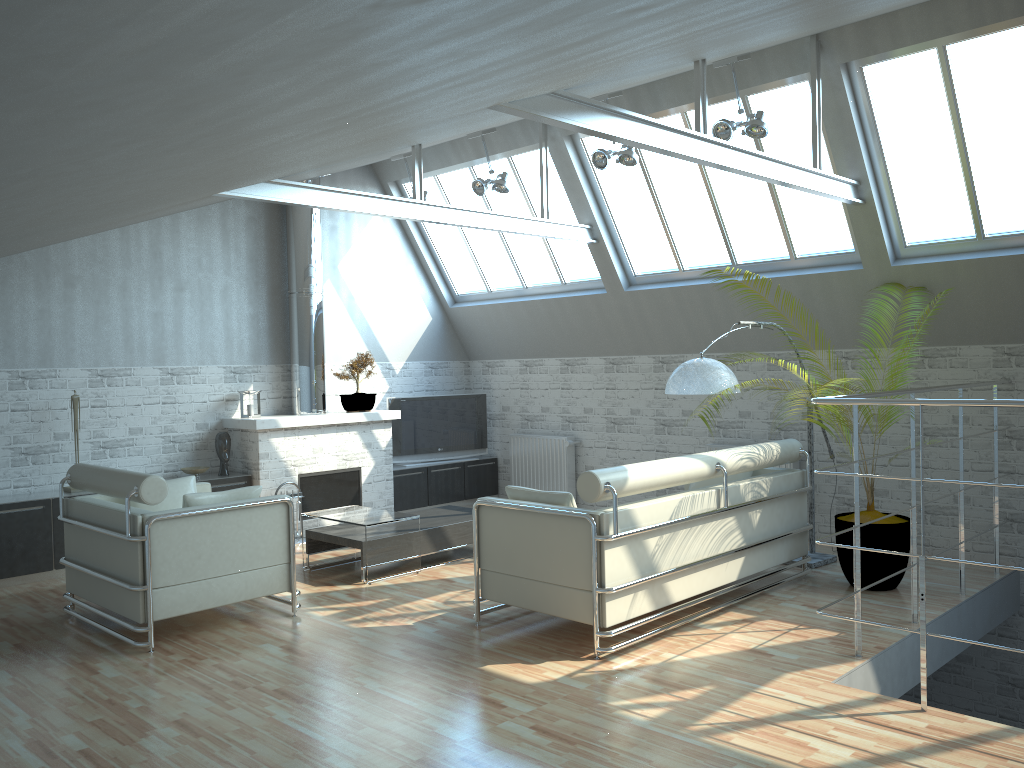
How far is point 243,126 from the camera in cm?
369

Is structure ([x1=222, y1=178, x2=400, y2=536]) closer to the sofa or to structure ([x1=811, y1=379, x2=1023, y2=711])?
the sofa

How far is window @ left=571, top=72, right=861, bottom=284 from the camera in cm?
1417

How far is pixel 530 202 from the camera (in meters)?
17.58

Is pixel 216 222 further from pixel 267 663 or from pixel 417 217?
pixel 267 663

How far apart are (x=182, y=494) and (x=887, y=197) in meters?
11.1

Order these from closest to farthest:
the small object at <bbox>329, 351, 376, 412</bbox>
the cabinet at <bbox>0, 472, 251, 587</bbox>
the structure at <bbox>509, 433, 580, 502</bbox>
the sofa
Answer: the sofa, the cabinet at <bbox>0, 472, 251, 587</bbox>, the small object at <bbox>329, 351, 376, 412</bbox>, the structure at <bbox>509, 433, 580, 502</bbox>

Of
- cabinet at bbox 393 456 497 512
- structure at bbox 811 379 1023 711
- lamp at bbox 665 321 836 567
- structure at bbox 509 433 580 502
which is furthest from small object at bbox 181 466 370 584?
structure at bbox 811 379 1023 711

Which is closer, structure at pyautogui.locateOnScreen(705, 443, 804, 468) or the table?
the table

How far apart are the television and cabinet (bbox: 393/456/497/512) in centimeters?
19cm
